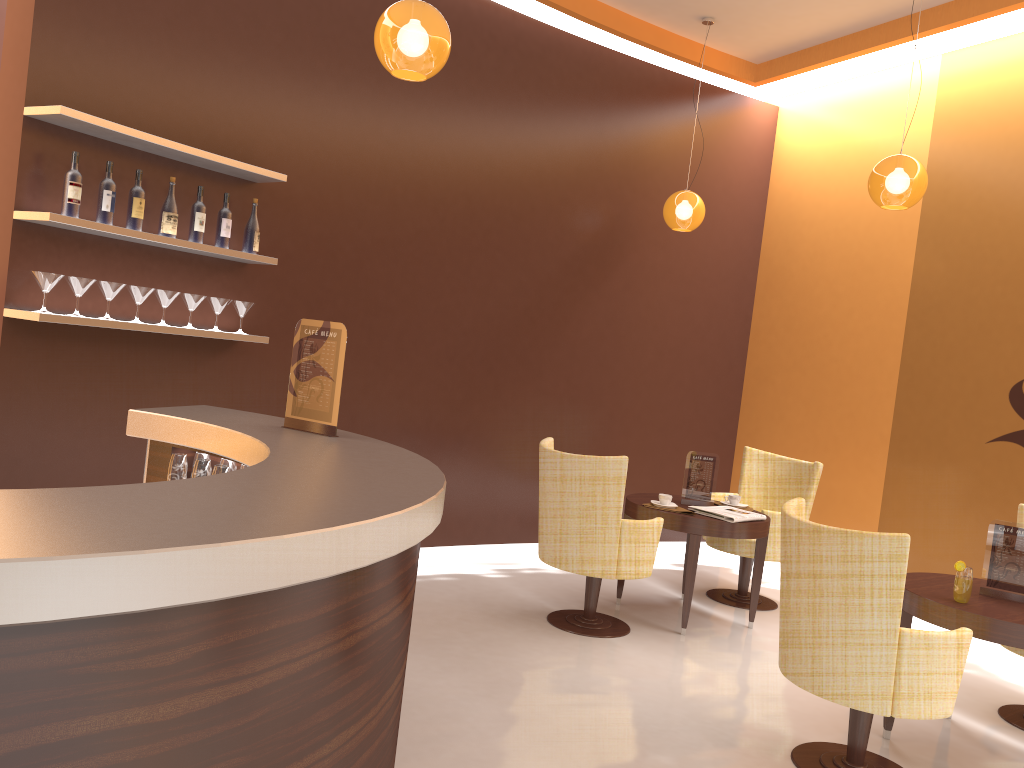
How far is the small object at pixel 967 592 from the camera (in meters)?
3.63

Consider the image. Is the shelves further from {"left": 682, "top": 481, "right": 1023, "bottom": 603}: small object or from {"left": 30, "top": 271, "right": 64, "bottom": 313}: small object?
{"left": 682, "top": 481, "right": 1023, "bottom": 603}: small object

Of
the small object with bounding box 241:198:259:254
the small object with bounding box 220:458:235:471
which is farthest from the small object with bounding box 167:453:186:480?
the small object with bounding box 241:198:259:254

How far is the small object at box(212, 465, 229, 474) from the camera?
3.1 meters

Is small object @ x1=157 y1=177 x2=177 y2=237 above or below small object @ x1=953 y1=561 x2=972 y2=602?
above

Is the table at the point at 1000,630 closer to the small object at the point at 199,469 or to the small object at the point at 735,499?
the small object at the point at 735,499

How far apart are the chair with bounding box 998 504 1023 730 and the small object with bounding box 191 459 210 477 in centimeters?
376cm

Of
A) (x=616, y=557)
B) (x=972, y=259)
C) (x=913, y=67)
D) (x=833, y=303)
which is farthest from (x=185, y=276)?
(x=913, y=67)

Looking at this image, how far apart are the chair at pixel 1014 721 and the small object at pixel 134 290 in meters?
4.5 m

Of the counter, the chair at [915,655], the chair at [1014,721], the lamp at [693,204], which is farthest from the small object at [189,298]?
the chair at [1014,721]
